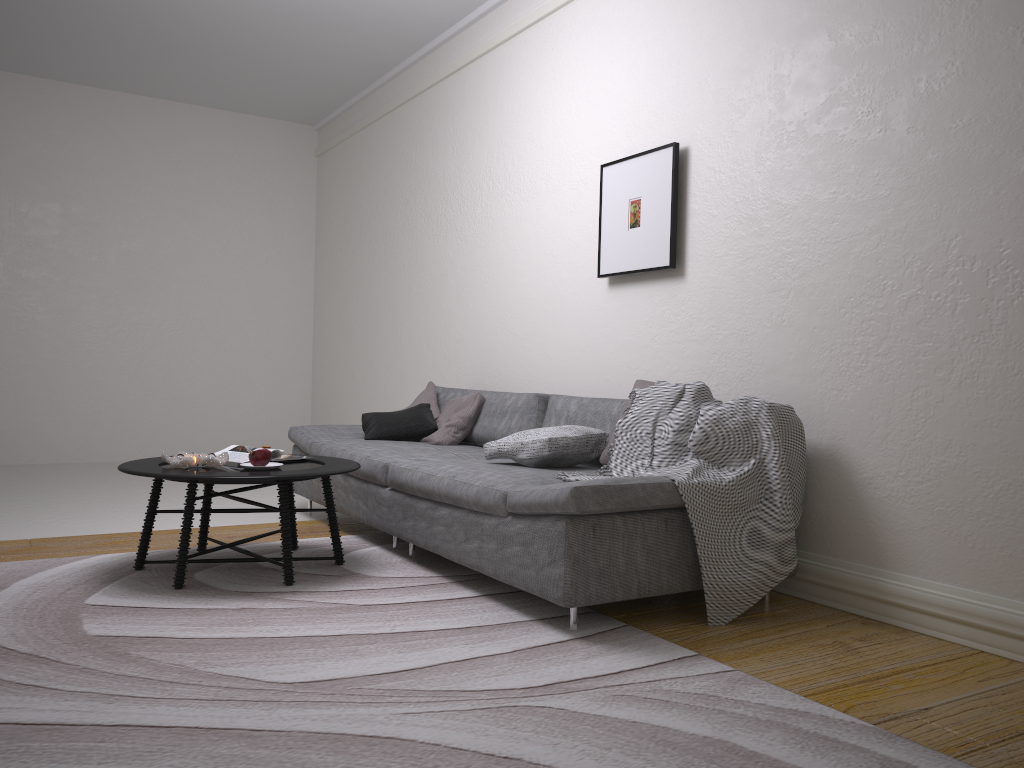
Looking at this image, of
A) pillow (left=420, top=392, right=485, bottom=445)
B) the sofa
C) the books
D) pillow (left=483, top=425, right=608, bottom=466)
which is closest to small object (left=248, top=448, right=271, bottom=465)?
the books

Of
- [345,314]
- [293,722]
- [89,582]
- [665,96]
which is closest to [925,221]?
[665,96]

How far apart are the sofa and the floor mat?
0.04m

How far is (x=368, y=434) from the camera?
4.9m

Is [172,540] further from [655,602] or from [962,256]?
[962,256]

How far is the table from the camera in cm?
327

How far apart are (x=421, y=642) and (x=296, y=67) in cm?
559

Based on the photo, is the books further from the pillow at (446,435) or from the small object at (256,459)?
the pillow at (446,435)

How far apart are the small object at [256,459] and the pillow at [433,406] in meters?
1.7 m

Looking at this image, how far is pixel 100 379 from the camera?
7.8m
